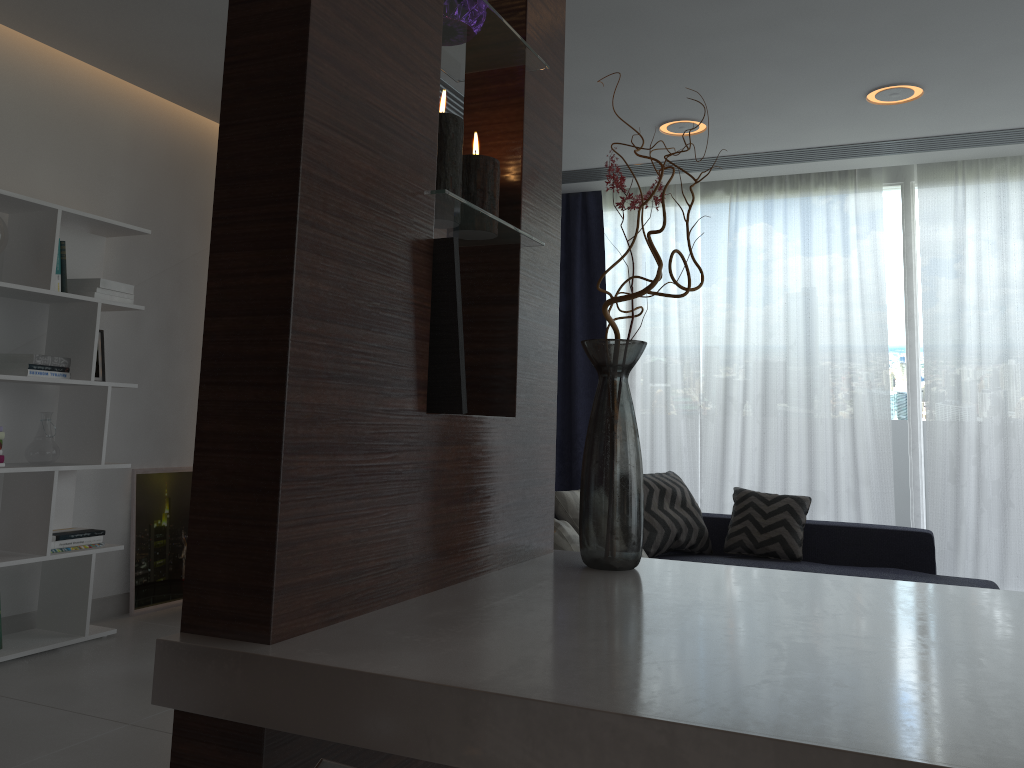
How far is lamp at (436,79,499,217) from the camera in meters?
1.2

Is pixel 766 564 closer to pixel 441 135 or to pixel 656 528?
pixel 656 528

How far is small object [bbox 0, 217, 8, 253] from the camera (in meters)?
3.42

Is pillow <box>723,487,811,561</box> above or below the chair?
below

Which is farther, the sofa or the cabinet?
the sofa

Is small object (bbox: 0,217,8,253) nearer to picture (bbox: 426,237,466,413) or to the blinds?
picture (bbox: 426,237,466,413)

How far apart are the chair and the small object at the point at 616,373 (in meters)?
0.78

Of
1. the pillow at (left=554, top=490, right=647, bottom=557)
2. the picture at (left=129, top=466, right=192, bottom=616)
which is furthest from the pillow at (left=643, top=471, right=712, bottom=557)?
the picture at (left=129, top=466, right=192, bottom=616)

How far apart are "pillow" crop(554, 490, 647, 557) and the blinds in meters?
1.9

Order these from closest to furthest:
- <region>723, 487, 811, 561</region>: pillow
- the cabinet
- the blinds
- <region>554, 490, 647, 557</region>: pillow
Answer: the cabinet
<region>554, 490, 647, 557</region>: pillow
<region>723, 487, 811, 561</region>: pillow
the blinds
